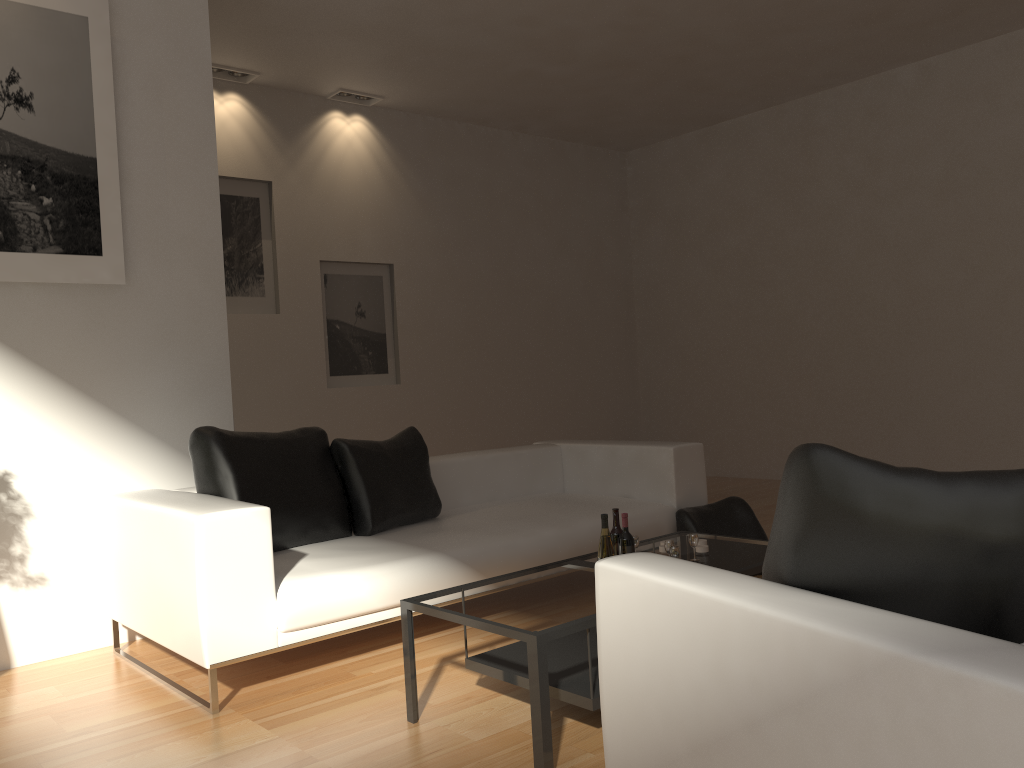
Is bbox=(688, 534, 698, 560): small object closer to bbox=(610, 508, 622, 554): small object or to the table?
the table

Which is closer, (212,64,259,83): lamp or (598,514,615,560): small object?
(598,514,615,560): small object

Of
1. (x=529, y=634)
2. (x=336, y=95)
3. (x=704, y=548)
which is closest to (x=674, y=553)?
(x=704, y=548)

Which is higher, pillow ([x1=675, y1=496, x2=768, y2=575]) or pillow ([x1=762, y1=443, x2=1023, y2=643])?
pillow ([x1=762, y1=443, x2=1023, y2=643])

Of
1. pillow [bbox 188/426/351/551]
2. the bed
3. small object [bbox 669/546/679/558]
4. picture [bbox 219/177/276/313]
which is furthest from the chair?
picture [bbox 219/177/276/313]

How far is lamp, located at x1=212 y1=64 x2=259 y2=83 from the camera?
7.1 meters

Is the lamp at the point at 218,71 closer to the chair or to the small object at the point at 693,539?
the small object at the point at 693,539

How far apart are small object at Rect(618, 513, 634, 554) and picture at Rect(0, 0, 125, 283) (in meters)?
2.79

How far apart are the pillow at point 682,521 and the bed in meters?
0.0 m

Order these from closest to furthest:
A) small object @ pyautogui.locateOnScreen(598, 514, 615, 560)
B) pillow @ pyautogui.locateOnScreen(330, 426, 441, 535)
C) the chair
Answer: the chair
small object @ pyautogui.locateOnScreen(598, 514, 615, 560)
pillow @ pyautogui.locateOnScreen(330, 426, 441, 535)
